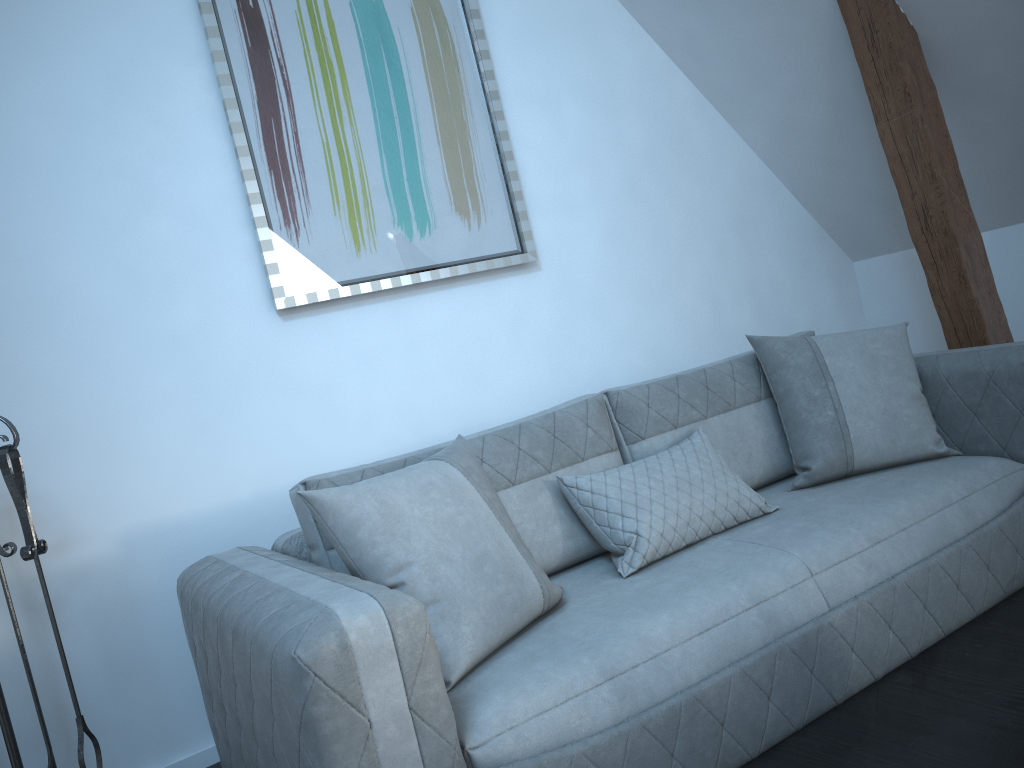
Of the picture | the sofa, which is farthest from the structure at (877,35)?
the picture

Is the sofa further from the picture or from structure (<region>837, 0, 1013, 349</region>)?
the picture

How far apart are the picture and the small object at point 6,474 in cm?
87

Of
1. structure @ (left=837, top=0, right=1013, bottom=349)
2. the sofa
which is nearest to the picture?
the sofa

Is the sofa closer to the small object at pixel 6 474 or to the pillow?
the pillow

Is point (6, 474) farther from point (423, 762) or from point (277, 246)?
point (423, 762)

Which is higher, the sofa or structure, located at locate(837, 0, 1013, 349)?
structure, located at locate(837, 0, 1013, 349)

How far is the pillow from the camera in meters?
1.8 m

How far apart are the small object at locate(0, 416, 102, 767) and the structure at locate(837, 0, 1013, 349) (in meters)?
2.79

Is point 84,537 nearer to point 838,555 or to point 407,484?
point 407,484
